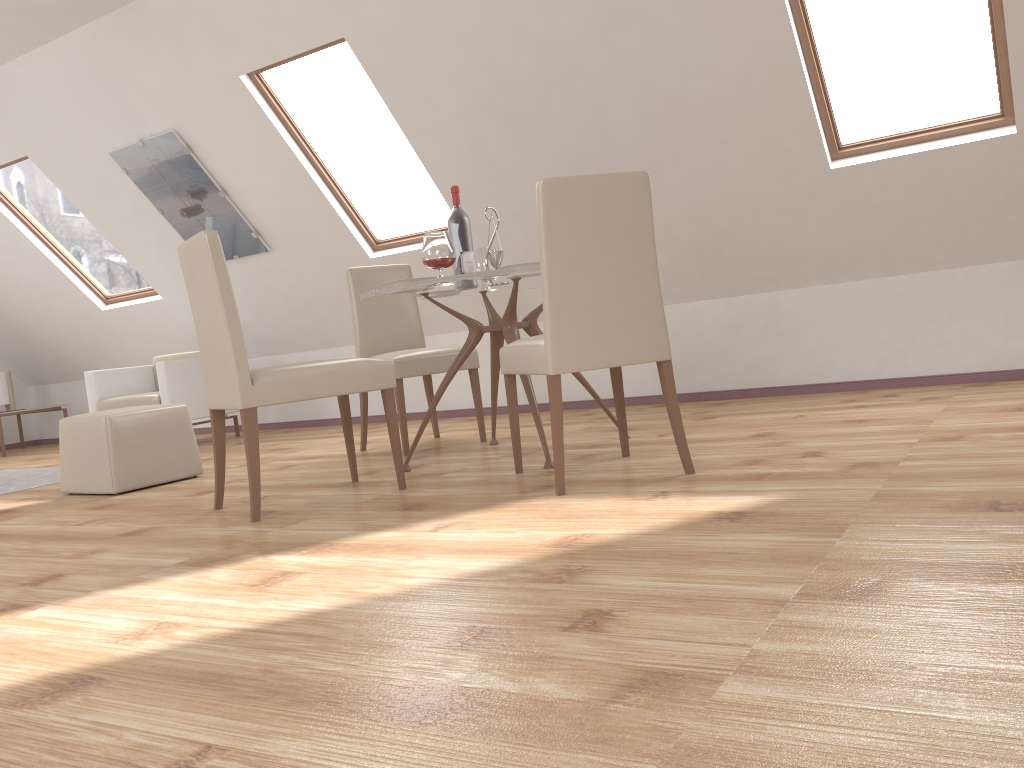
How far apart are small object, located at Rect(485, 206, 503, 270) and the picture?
2.8 meters

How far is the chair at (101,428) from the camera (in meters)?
4.16

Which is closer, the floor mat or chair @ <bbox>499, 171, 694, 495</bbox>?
chair @ <bbox>499, 171, 694, 495</bbox>

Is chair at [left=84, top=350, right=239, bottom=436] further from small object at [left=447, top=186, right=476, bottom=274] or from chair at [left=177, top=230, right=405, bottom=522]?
small object at [left=447, top=186, right=476, bottom=274]

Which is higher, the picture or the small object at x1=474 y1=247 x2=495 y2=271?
the picture

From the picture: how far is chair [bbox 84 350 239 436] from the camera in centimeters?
619cm

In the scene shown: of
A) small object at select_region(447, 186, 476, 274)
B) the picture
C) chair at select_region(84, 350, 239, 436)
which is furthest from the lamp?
small object at select_region(447, 186, 476, 274)

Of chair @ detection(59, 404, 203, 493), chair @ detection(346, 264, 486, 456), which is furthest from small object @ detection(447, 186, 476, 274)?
chair @ detection(59, 404, 203, 493)

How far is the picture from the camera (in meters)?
5.72

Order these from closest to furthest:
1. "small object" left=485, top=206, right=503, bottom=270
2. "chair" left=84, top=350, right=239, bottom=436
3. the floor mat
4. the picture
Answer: "small object" left=485, top=206, right=503, bottom=270, the floor mat, the picture, "chair" left=84, top=350, right=239, bottom=436
